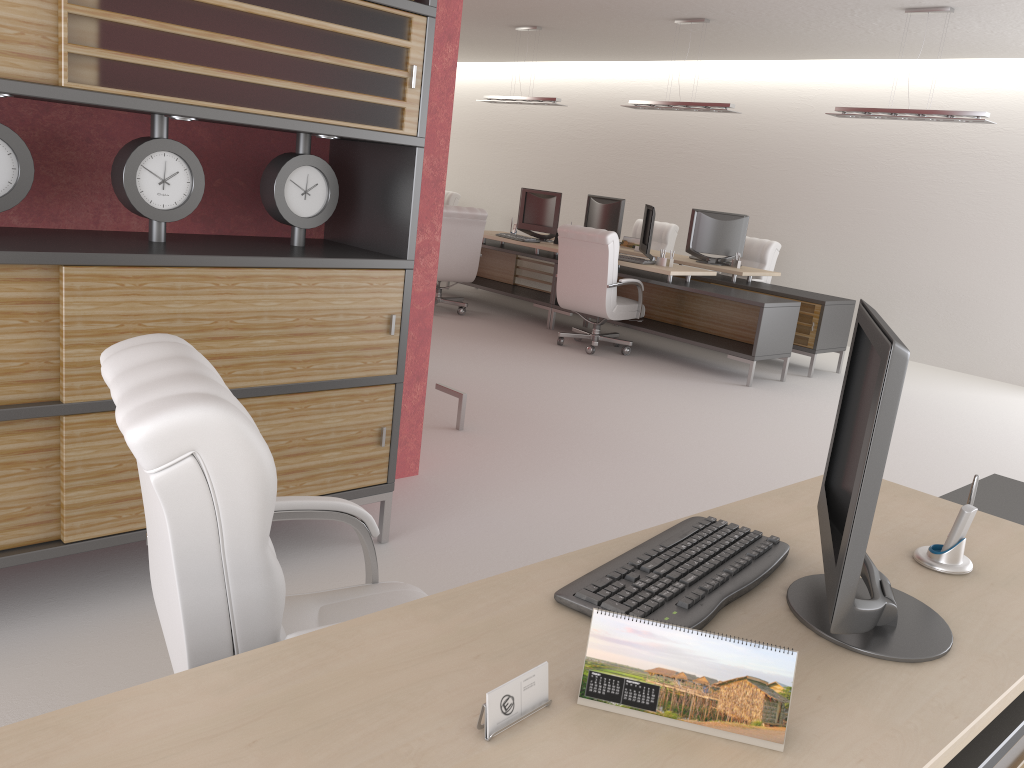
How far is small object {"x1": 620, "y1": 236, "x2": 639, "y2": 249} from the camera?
14.5 meters

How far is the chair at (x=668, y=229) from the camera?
16.0m

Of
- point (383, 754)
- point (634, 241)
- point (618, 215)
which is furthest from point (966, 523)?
point (618, 215)

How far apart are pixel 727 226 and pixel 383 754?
12.6 meters

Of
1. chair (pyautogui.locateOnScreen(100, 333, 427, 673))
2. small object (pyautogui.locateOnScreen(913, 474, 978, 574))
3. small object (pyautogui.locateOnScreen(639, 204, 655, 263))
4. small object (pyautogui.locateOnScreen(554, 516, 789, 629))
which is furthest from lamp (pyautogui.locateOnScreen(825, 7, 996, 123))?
chair (pyautogui.locateOnScreen(100, 333, 427, 673))

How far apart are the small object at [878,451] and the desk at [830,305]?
9.7m

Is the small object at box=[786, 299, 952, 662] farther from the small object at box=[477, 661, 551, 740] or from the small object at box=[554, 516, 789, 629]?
the small object at box=[477, 661, 551, 740]

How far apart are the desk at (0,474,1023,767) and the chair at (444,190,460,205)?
16.07m

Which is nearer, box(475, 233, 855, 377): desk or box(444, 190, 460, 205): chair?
box(475, 233, 855, 377): desk

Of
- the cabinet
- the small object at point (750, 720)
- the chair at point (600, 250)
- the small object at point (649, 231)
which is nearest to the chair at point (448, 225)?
the chair at point (600, 250)
